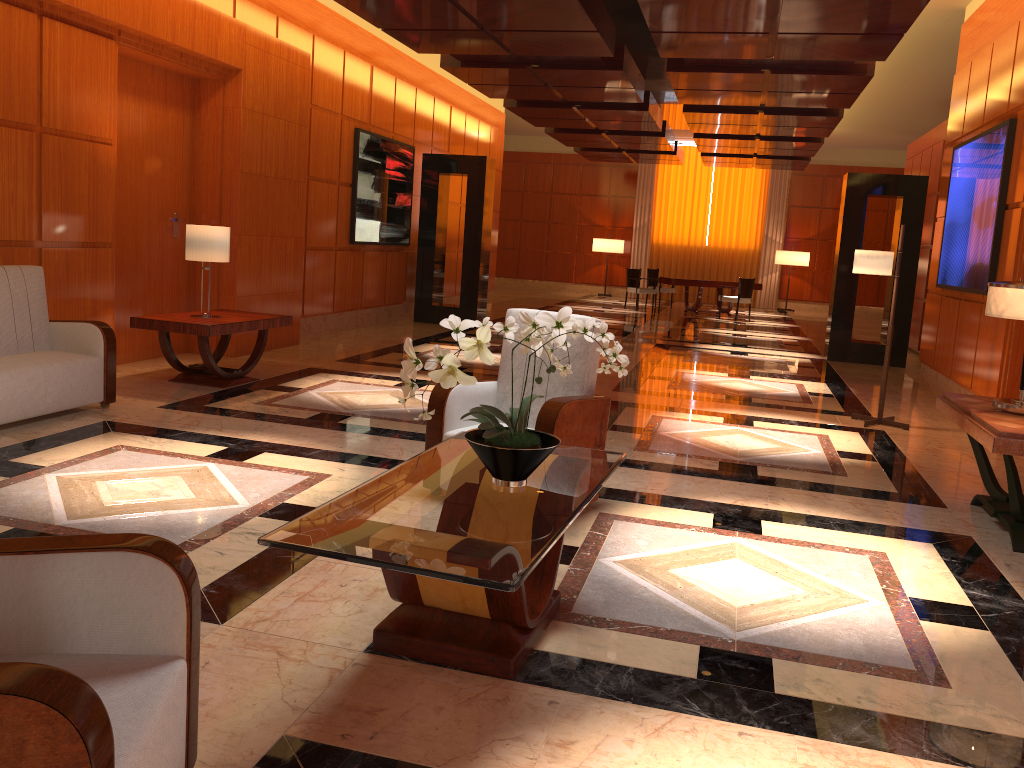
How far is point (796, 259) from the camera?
21.7m

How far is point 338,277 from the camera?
11.02m

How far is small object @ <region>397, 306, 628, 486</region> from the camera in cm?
293

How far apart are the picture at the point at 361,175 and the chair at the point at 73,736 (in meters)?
9.49

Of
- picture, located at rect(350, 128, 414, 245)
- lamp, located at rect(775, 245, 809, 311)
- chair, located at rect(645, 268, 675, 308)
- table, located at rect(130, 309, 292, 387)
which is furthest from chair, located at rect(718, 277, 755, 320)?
table, located at rect(130, 309, 292, 387)

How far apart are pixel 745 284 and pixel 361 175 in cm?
927

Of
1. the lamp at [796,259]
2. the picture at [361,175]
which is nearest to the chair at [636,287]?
the lamp at [796,259]

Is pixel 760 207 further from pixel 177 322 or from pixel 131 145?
pixel 177 322

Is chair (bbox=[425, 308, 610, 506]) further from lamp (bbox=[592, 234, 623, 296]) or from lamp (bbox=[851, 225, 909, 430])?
lamp (bbox=[592, 234, 623, 296])

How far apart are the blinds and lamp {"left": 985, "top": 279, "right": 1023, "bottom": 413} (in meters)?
18.80
